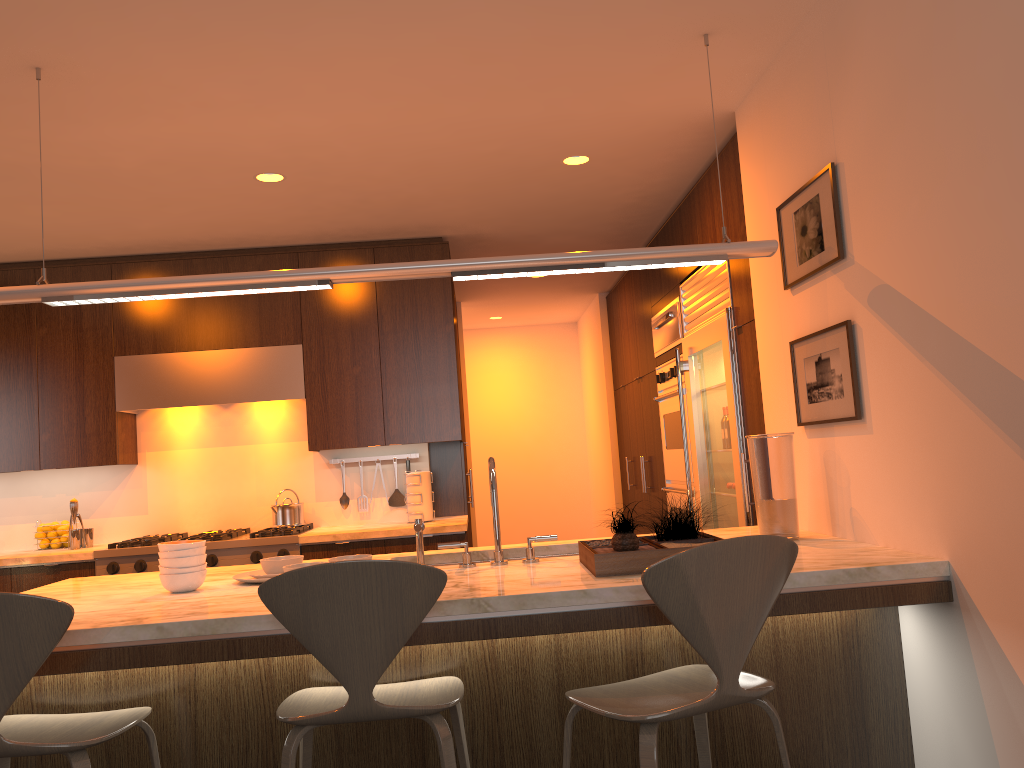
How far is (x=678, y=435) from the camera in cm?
516

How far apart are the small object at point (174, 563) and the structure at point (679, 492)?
3.0m

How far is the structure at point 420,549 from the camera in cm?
276

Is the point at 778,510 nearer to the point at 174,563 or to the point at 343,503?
the point at 174,563

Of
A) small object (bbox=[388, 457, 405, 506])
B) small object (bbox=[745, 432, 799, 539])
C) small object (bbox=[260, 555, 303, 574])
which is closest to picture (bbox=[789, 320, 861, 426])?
small object (bbox=[745, 432, 799, 539])

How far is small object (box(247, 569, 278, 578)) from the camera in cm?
275

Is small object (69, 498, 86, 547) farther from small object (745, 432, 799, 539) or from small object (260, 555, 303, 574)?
small object (745, 432, 799, 539)

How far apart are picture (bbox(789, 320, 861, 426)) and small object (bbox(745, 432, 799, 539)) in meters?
0.1 m

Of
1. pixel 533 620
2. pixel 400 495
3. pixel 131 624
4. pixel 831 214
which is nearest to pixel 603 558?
pixel 533 620

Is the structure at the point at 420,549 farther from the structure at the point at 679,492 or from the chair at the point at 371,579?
the structure at the point at 679,492
